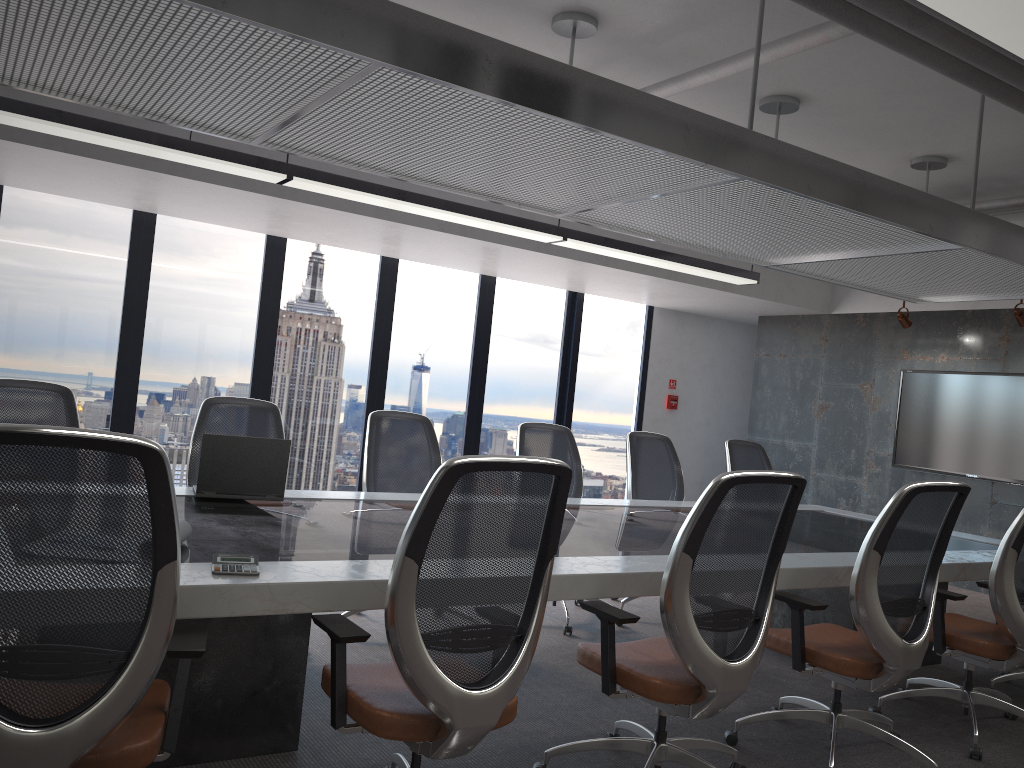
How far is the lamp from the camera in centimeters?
240cm

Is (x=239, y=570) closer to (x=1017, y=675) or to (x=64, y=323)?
(x=1017, y=675)

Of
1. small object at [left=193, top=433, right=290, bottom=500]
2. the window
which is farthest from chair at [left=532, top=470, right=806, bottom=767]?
the window

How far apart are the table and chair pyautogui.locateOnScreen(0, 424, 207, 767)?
0.0m

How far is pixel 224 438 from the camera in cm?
375

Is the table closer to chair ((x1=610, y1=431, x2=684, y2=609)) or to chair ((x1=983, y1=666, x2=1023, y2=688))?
chair ((x1=610, y1=431, x2=684, y2=609))

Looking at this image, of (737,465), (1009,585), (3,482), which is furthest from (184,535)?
(737,465)

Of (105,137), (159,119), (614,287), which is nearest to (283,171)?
(105,137)

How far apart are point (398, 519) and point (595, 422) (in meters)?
6.63

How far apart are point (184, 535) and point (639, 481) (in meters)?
3.69
